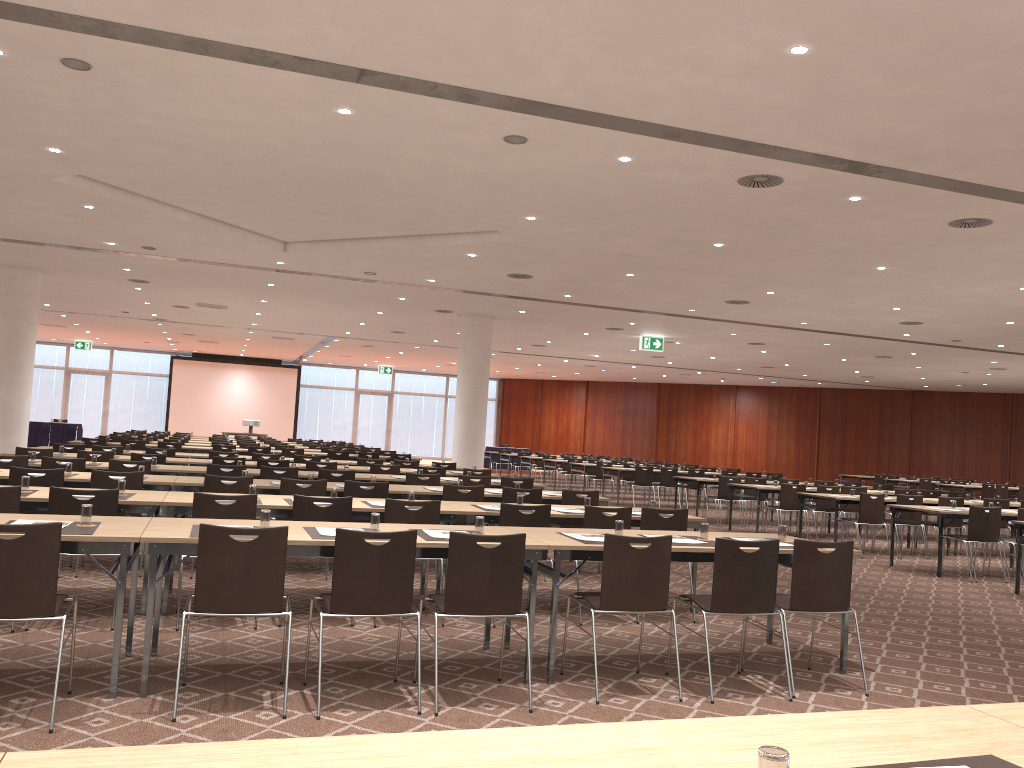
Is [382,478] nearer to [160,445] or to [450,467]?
[450,467]

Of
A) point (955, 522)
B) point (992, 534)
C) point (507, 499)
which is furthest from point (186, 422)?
point (992, 534)

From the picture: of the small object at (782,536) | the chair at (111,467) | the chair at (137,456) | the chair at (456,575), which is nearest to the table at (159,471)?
the chair at (111,467)

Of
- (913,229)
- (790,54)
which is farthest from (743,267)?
(790,54)

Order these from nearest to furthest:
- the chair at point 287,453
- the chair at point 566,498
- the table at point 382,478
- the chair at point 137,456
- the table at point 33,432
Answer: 1. the chair at point 566,498
2. the table at point 382,478
3. the chair at point 137,456
4. the chair at point 287,453
5. the table at point 33,432

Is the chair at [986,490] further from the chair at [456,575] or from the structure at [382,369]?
the structure at [382,369]

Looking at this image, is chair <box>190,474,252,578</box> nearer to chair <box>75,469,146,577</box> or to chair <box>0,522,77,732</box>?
chair <box>75,469,146,577</box>

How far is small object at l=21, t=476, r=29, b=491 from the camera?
6.56m

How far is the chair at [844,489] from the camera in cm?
1527

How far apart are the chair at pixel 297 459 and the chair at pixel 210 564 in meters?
9.7 m
